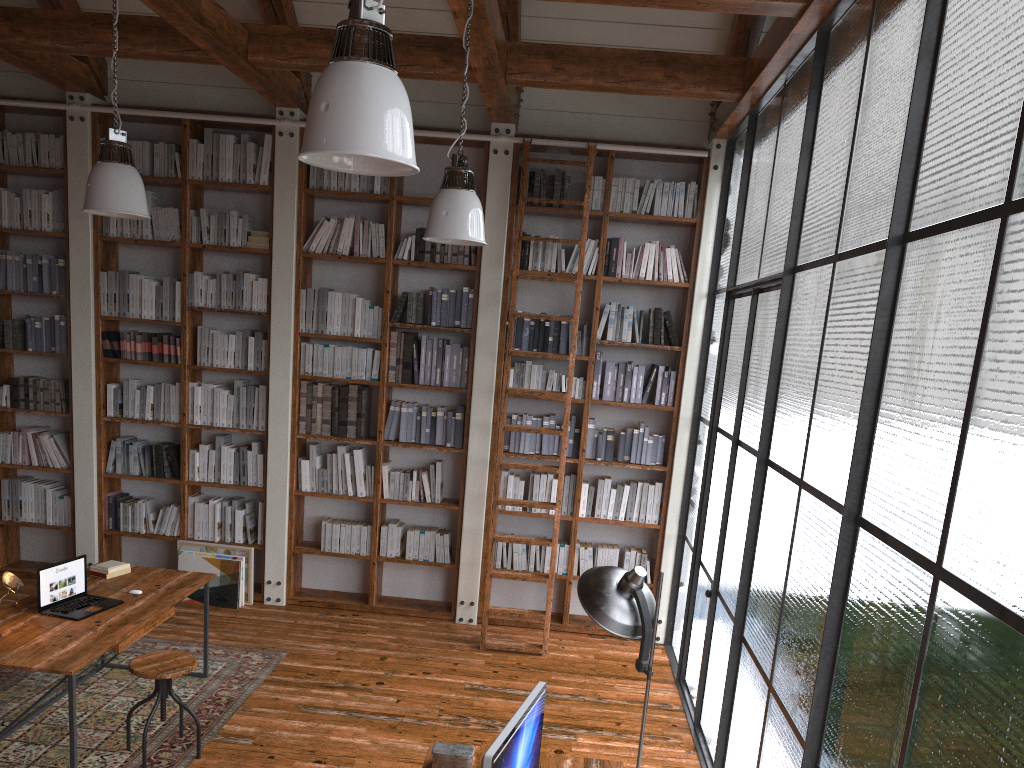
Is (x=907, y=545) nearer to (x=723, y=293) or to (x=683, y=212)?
(x=723, y=293)

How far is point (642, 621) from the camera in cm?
324

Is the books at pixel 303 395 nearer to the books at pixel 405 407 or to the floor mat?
the books at pixel 405 407

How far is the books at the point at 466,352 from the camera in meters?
6.5

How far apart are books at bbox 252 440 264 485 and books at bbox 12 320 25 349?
1.9 meters

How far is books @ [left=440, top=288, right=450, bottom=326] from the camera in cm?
641

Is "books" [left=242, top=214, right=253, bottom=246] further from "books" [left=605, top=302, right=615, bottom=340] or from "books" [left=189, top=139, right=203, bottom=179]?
"books" [left=605, top=302, right=615, bottom=340]

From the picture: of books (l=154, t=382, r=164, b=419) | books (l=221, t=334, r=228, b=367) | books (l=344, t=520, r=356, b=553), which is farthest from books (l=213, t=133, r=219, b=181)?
books (l=344, t=520, r=356, b=553)

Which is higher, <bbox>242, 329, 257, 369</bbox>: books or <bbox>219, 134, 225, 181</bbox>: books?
<bbox>219, 134, 225, 181</bbox>: books

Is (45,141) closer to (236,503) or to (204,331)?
(204,331)
